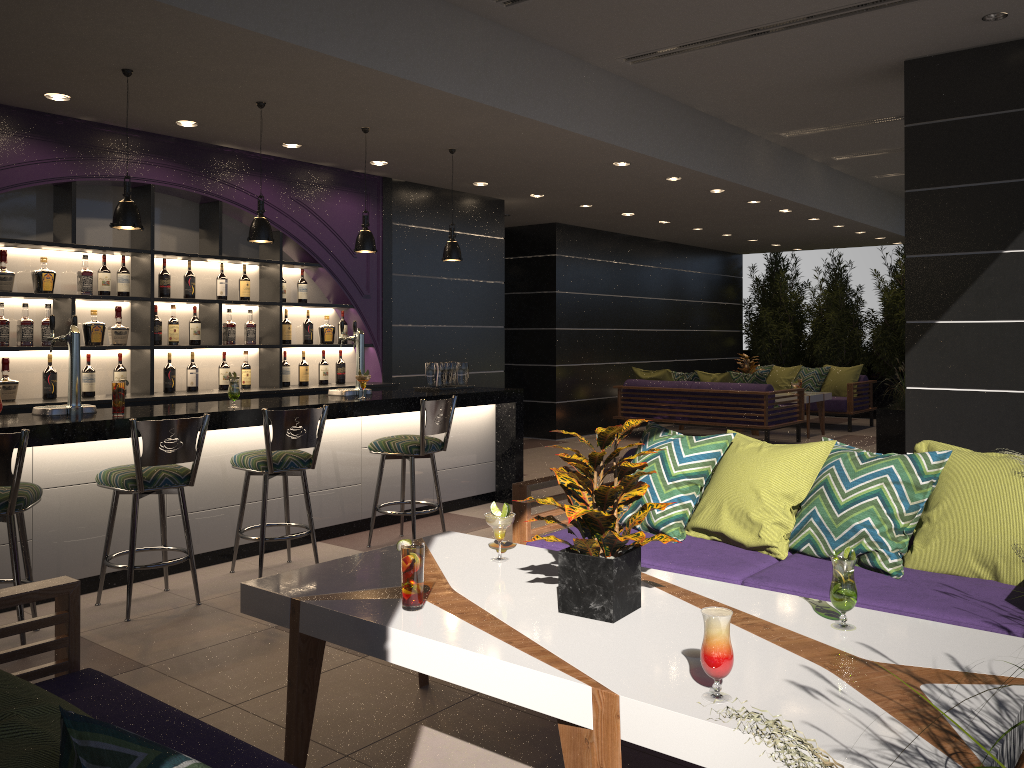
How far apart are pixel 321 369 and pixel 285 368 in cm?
39

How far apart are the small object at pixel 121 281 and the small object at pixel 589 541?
4.71m

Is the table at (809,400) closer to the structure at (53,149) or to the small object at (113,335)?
the structure at (53,149)

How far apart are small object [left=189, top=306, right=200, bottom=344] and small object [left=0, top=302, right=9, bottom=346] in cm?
130

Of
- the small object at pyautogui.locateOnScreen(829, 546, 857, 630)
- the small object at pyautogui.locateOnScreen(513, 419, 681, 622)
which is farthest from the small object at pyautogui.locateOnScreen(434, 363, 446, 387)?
the small object at pyautogui.locateOnScreen(829, 546, 857, 630)

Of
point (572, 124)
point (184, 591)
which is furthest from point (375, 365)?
point (184, 591)

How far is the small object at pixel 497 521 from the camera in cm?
299

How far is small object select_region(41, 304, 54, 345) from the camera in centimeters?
581cm

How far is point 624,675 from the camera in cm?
202

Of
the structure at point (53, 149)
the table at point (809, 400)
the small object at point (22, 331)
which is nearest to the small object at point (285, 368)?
the structure at point (53, 149)
